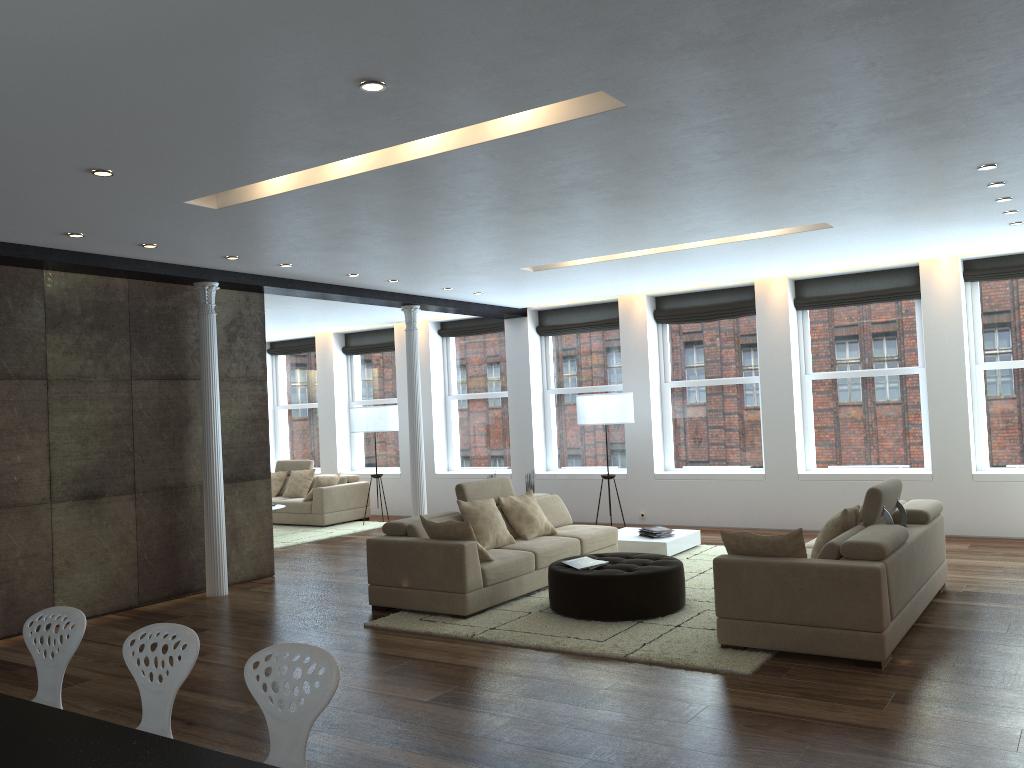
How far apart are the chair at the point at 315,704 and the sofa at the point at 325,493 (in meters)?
9.97

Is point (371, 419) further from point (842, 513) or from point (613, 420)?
point (842, 513)

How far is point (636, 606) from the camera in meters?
6.4

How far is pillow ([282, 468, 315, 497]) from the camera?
13.6m

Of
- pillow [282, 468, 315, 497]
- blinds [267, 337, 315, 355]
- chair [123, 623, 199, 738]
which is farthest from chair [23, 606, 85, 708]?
blinds [267, 337, 315, 355]

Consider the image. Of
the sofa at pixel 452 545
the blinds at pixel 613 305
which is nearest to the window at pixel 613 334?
the blinds at pixel 613 305

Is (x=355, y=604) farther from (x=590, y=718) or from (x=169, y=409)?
(x=590, y=718)

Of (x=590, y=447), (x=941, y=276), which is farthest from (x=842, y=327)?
(x=590, y=447)

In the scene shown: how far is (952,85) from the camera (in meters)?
4.14

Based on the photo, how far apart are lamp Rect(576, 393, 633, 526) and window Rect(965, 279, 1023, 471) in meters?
3.8 m
